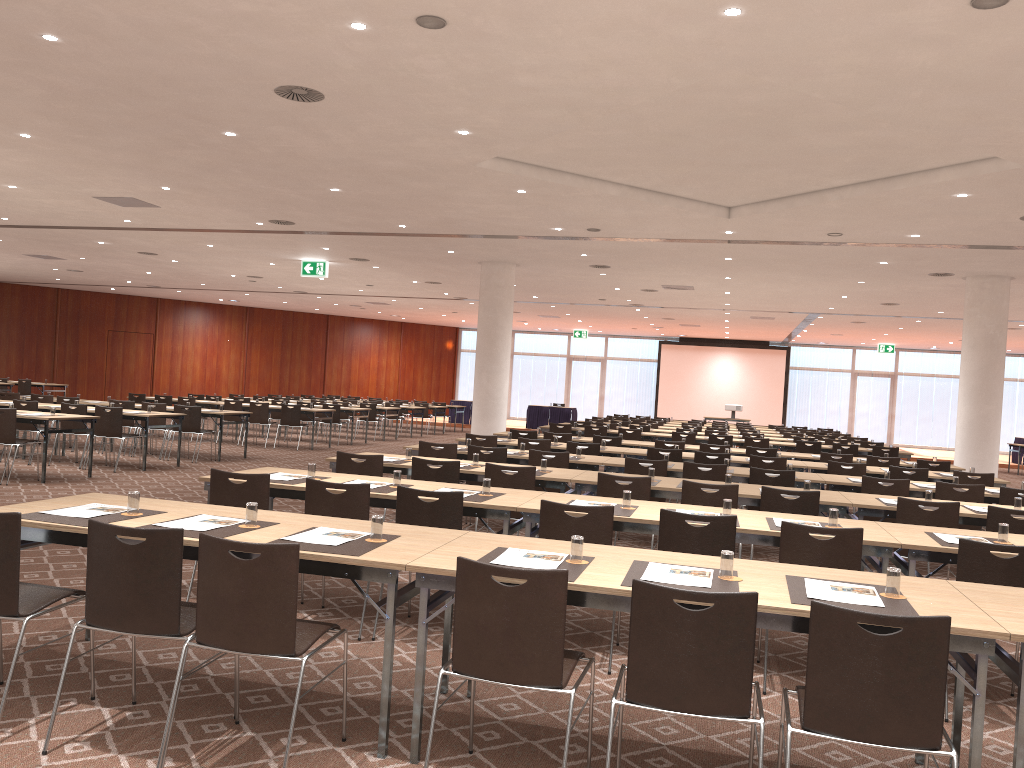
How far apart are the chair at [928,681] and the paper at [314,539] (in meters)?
2.00

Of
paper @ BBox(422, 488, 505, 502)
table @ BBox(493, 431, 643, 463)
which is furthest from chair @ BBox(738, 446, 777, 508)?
paper @ BBox(422, 488, 505, 502)

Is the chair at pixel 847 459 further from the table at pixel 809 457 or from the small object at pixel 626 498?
the small object at pixel 626 498

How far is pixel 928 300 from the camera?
19.2 meters

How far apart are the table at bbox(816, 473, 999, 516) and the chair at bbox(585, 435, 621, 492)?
4.18m

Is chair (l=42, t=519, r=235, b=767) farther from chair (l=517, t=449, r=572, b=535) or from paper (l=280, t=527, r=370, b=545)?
chair (l=517, t=449, r=572, b=535)

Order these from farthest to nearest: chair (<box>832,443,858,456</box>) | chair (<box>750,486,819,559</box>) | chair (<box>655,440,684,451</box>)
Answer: chair (<box>832,443,858,456</box>), chair (<box>655,440,684,451</box>), chair (<box>750,486,819,559</box>)

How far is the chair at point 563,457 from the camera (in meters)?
9.34

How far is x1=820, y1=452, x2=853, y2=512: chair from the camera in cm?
1236

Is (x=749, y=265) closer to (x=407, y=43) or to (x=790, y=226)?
(x=790, y=226)
